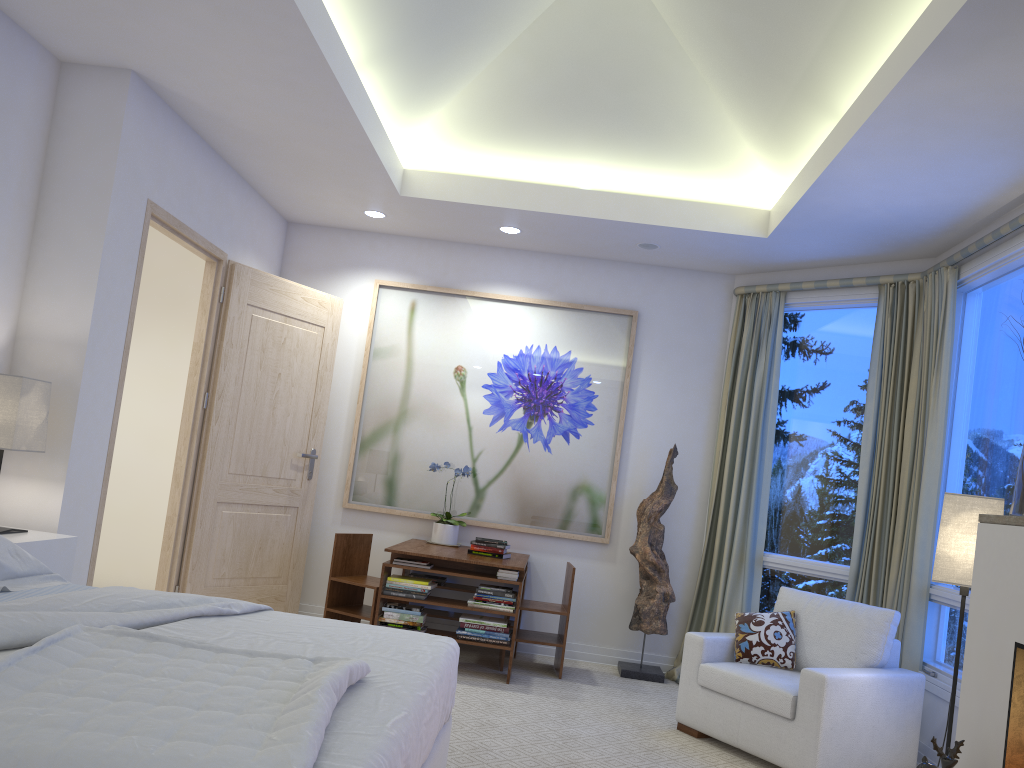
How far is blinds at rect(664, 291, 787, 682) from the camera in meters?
5.1

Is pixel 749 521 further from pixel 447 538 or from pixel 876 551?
pixel 447 538

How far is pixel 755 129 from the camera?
4.42m

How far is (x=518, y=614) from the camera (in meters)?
4.58

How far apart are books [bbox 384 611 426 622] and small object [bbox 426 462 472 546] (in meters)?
0.77

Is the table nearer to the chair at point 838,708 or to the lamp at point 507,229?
the chair at point 838,708

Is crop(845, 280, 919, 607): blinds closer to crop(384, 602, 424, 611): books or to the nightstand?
crop(384, 602, 424, 611): books

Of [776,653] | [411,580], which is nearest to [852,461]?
[776,653]

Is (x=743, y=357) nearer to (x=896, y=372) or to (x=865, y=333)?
(x=865, y=333)

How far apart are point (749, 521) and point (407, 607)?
2.0 meters
